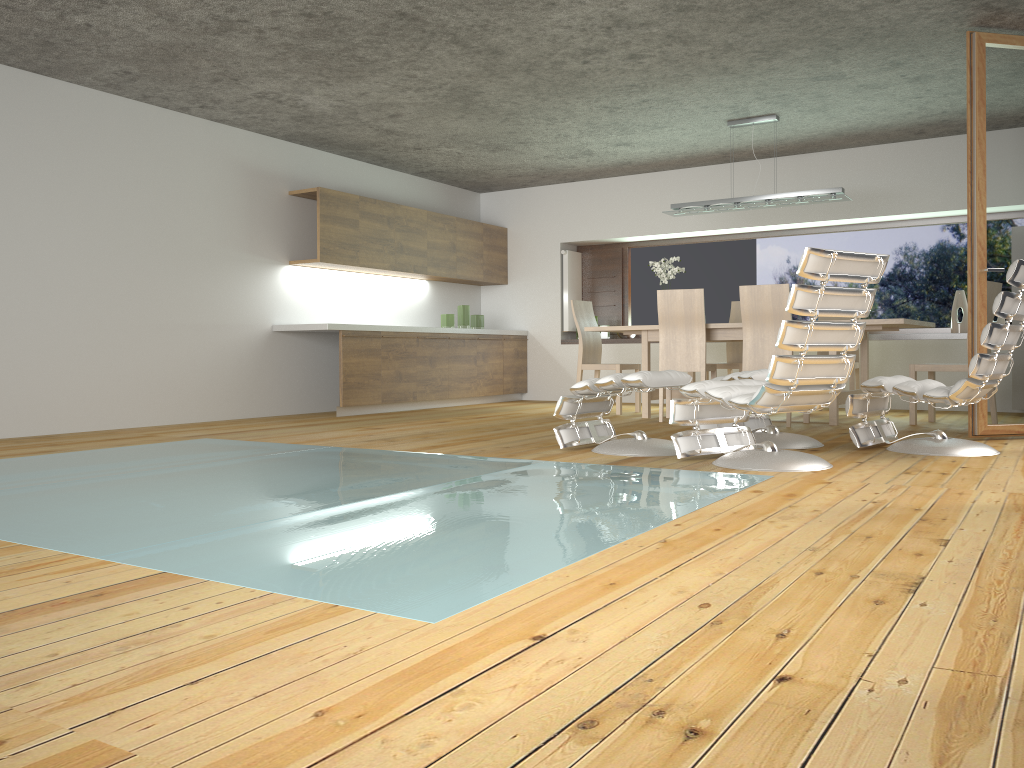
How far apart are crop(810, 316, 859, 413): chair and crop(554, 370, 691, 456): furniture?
3.2 meters

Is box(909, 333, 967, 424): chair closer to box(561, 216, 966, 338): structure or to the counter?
box(561, 216, 966, 338): structure

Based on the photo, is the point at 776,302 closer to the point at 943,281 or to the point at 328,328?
the point at 943,281

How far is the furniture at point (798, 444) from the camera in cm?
490

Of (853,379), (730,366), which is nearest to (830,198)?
(853,379)

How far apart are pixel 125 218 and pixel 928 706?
6.5 meters

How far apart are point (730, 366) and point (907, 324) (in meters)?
1.87

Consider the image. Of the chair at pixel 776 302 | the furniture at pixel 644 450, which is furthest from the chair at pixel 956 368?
the furniture at pixel 644 450

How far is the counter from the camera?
7.4 meters

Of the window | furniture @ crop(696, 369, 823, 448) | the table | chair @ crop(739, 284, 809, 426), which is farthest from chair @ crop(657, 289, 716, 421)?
the window
